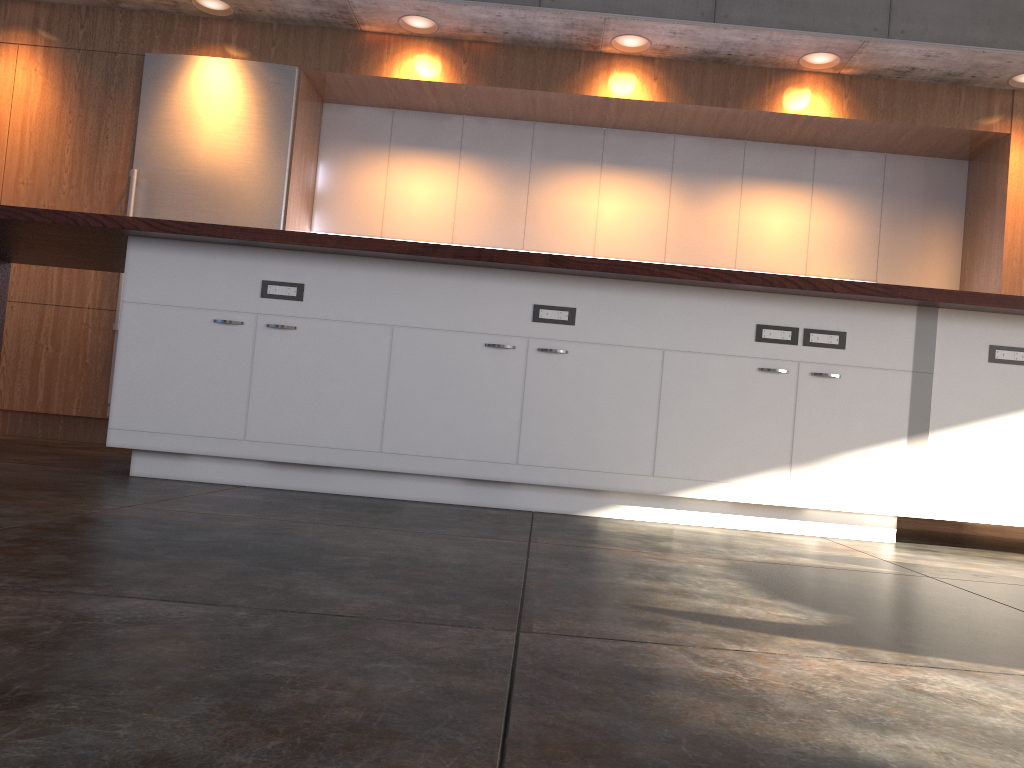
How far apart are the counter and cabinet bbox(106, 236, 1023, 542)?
0.1 meters

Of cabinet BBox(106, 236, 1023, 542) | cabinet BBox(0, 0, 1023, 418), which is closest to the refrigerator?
cabinet BBox(0, 0, 1023, 418)

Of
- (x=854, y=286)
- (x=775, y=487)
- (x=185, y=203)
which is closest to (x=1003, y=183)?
(x=854, y=286)

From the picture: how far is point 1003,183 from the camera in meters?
5.5 m

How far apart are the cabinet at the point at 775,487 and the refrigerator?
2.15m

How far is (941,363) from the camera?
3.3 meters

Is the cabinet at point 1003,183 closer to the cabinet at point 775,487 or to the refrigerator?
the refrigerator

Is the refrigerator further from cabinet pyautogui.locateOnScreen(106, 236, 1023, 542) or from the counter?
cabinet pyautogui.locateOnScreen(106, 236, 1023, 542)

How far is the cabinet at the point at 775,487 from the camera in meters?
3.3 m

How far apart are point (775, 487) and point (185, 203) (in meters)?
4.04
